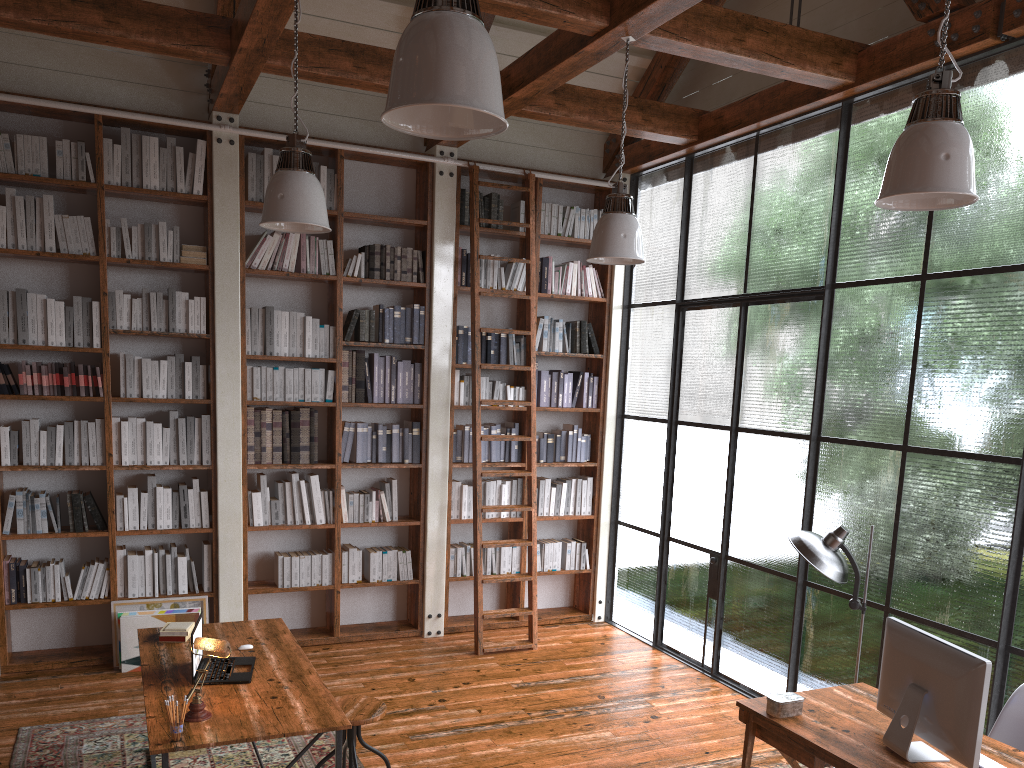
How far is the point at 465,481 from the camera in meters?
7.0 m

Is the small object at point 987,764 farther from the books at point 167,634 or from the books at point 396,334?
the books at point 396,334

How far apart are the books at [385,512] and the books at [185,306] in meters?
1.9 m

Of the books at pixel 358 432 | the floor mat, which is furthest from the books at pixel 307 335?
the floor mat

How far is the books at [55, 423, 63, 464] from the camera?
5.55m

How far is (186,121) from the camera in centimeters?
570cm

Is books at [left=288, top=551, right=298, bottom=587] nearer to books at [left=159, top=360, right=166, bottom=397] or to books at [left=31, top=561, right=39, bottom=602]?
books at [left=159, top=360, right=166, bottom=397]

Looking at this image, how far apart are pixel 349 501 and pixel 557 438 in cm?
173

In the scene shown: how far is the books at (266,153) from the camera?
6.0 meters

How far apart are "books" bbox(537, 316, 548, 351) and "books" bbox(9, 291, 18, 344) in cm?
364
